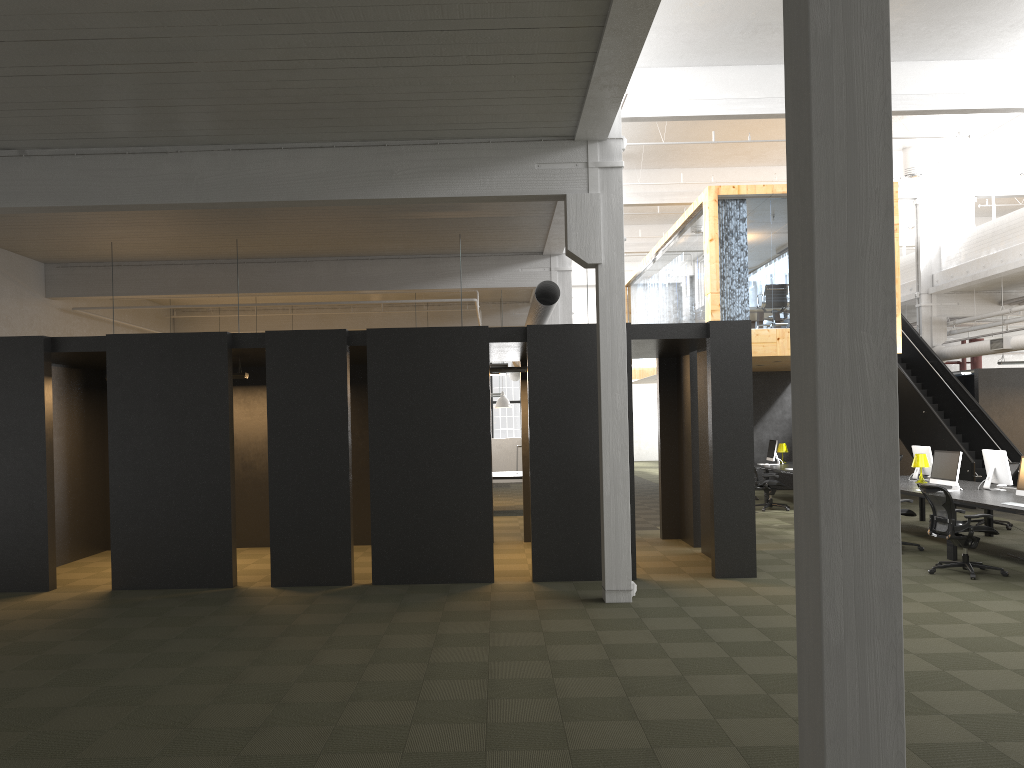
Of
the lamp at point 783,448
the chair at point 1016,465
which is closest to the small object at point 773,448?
the lamp at point 783,448

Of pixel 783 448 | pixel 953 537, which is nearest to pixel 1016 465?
pixel 953 537

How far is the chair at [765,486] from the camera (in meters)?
16.82

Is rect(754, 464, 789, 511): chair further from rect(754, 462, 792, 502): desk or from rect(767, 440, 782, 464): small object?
rect(767, 440, 782, 464): small object

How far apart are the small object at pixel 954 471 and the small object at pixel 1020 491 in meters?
1.4

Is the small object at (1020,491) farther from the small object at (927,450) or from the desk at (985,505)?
the small object at (927,450)

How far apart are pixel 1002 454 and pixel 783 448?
8.2 meters

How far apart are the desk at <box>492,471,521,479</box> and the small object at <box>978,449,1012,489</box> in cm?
806

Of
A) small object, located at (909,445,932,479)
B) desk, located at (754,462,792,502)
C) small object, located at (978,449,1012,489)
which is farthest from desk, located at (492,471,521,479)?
small object, located at (978,449,1012,489)

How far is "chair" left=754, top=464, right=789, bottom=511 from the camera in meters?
16.8 m
